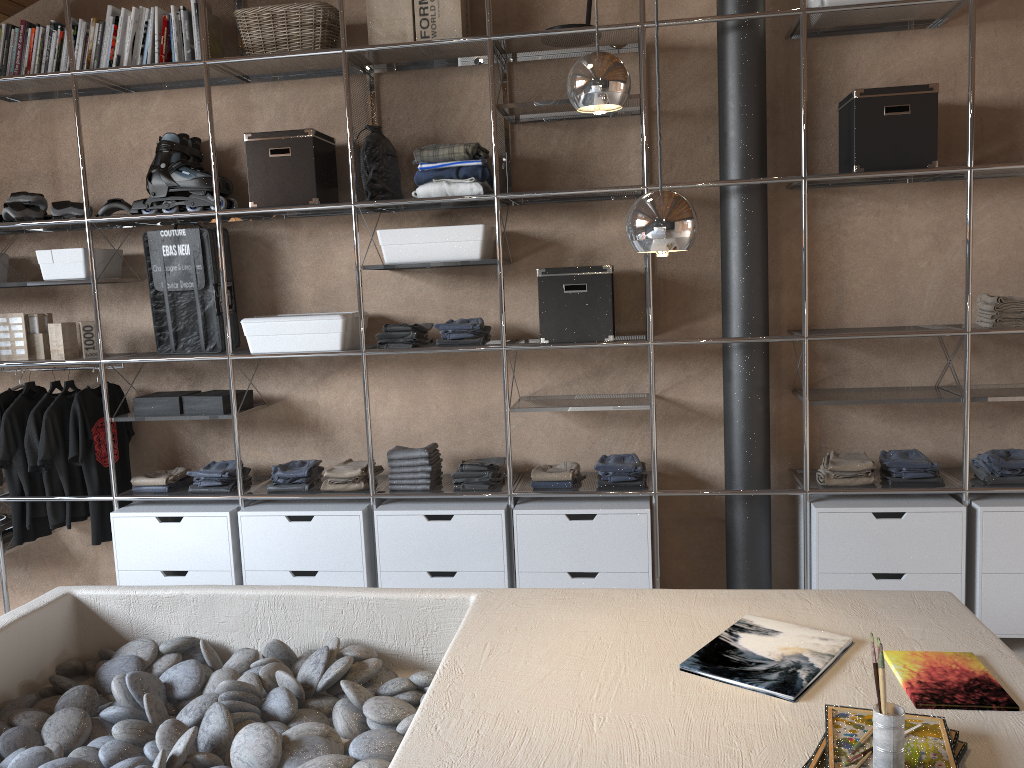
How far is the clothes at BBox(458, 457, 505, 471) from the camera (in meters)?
3.59

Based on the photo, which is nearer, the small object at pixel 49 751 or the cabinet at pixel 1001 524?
the small object at pixel 49 751

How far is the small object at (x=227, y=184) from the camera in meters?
3.8

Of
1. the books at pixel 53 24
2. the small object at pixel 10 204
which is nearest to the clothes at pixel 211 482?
the small object at pixel 10 204

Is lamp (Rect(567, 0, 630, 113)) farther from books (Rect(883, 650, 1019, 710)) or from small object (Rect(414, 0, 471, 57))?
small object (Rect(414, 0, 471, 57))

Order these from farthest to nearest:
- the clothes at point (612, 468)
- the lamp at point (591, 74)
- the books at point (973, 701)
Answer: the clothes at point (612, 468) → the lamp at point (591, 74) → the books at point (973, 701)

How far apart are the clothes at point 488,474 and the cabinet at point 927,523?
1.2m

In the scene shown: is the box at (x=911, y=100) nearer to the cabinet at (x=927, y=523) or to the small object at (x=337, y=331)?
the cabinet at (x=927, y=523)

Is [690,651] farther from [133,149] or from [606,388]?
[133,149]

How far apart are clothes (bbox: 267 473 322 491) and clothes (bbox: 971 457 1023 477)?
2.63m
